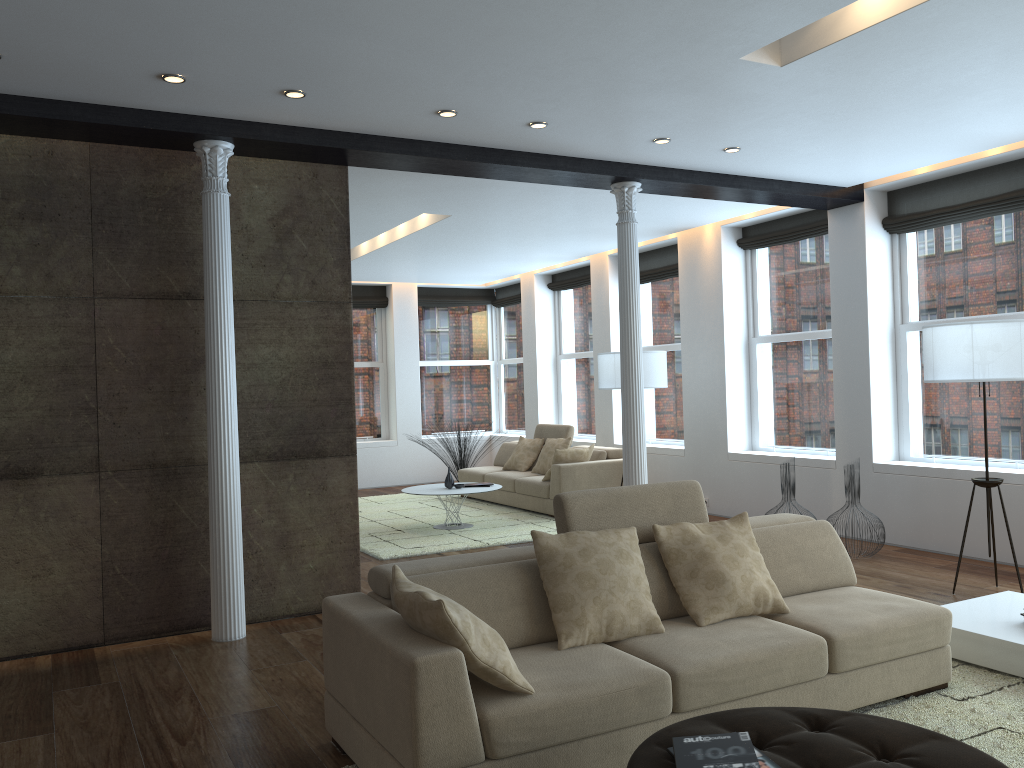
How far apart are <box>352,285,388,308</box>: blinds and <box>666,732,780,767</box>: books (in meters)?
11.25

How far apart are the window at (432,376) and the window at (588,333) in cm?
190

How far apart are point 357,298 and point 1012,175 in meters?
8.9

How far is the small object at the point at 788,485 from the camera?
7.2 meters

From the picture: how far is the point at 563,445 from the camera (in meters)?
10.20

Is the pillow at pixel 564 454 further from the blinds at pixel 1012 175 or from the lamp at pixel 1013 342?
the lamp at pixel 1013 342

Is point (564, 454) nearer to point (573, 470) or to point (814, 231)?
point (573, 470)

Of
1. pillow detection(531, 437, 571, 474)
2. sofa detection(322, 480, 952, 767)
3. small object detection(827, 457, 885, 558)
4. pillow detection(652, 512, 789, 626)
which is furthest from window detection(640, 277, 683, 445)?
pillow detection(652, 512, 789, 626)

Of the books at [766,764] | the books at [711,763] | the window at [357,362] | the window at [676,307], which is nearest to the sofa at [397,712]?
the books at [711,763]

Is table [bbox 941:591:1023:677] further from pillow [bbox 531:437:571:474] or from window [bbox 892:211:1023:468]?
pillow [bbox 531:437:571:474]
